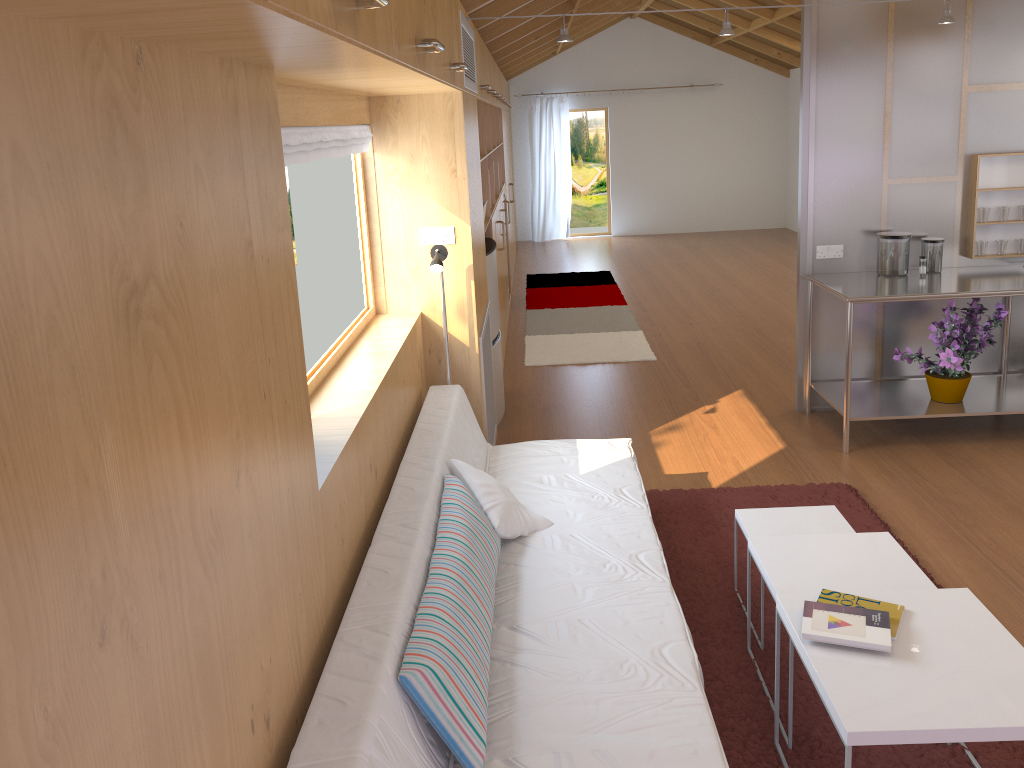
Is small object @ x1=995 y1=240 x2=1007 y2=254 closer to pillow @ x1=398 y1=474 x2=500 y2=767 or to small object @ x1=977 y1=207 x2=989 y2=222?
small object @ x1=977 y1=207 x2=989 y2=222

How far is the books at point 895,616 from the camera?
2.2m

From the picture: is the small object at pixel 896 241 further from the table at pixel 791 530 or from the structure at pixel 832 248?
the table at pixel 791 530

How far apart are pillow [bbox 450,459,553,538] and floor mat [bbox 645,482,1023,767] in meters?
0.6 m

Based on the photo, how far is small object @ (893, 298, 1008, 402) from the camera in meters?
4.3

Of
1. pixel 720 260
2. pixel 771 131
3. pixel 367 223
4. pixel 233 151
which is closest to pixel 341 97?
pixel 367 223

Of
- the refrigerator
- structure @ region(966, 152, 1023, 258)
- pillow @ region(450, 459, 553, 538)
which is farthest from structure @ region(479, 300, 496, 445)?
structure @ region(966, 152, 1023, 258)

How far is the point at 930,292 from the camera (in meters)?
4.16

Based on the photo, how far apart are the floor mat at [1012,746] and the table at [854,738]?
0.4m

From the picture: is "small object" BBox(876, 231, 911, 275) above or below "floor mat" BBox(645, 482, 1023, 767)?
above
